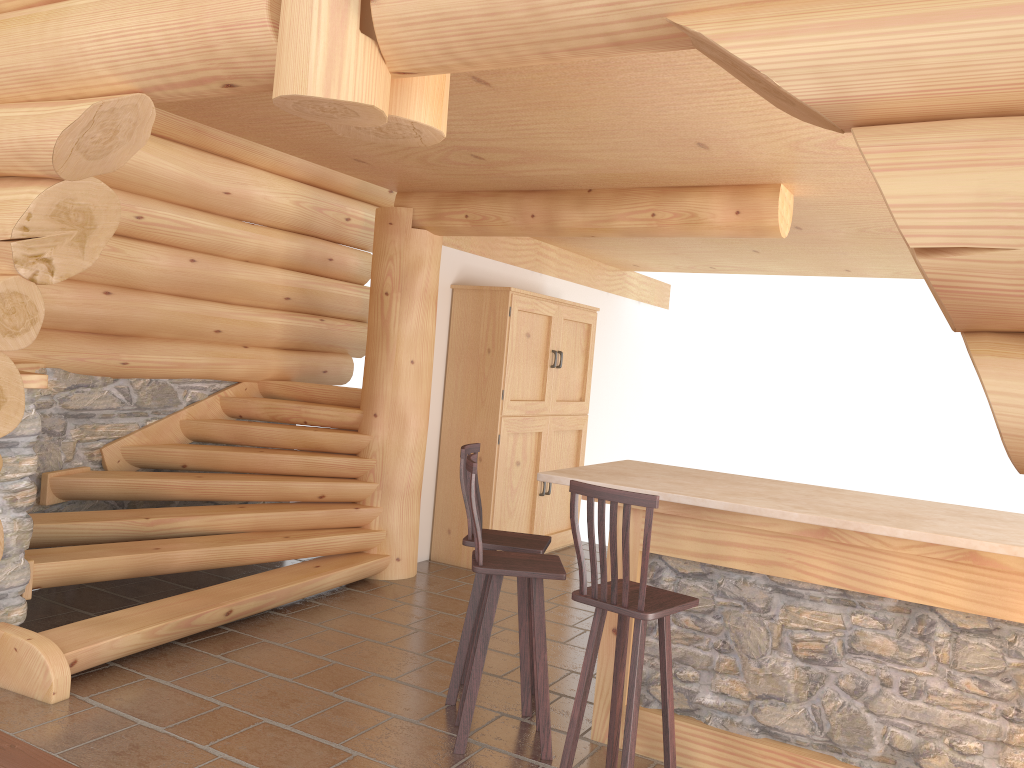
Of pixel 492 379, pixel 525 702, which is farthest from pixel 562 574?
pixel 492 379

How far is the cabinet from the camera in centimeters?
747cm

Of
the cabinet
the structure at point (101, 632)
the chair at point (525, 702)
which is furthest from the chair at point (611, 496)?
the cabinet

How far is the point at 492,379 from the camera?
7.5m

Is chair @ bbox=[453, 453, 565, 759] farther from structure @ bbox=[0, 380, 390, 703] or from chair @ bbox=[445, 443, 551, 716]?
structure @ bbox=[0, 380, 390, 703]

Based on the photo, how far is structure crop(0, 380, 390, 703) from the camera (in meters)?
4.60

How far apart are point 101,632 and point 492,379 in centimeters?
373cm

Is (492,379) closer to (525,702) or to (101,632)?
(525,702)

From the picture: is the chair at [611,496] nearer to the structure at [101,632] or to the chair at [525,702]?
the chair at [525,702]

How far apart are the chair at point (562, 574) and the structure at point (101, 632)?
1.75m
